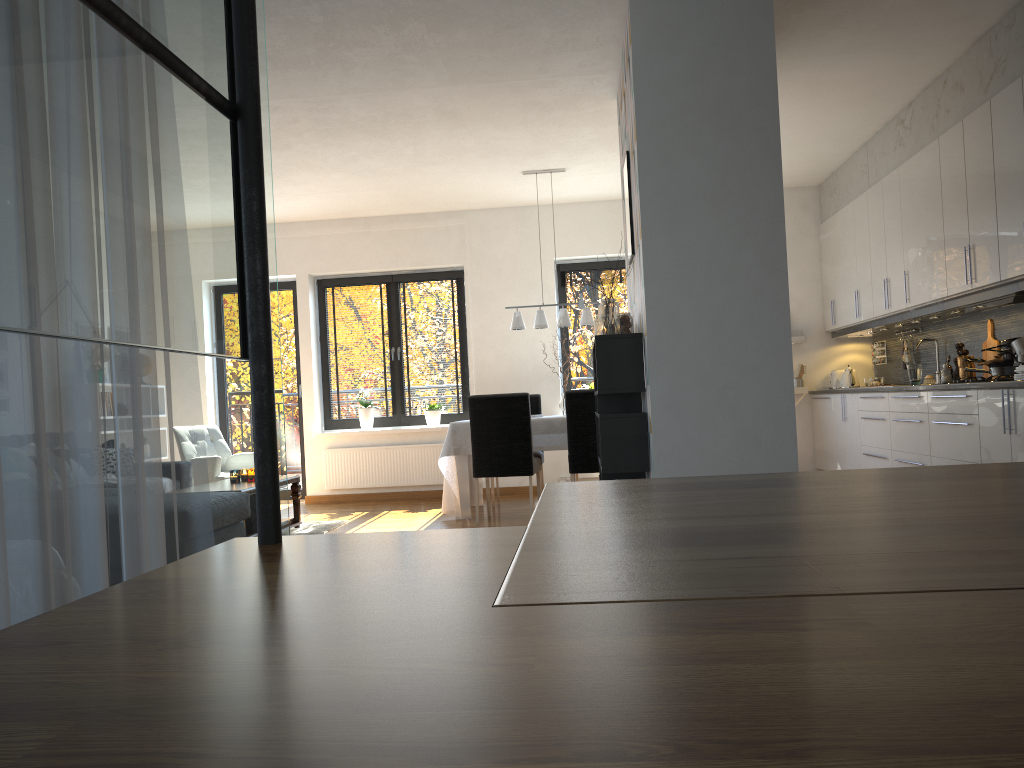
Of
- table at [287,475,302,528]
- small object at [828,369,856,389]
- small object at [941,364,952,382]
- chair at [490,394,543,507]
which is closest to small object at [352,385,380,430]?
chair at [490,394,543,507]

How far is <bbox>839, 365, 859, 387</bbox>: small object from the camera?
7.9m

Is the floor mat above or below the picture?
below

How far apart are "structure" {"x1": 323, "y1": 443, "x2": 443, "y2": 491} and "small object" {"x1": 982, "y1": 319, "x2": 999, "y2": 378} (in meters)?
4.76

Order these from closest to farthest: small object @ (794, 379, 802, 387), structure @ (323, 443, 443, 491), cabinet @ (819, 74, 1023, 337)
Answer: cabinet @ (819, 74, 1023, 337), small object @ (794, 379, 802, 387), structure @ (323, 443, 443, 491)

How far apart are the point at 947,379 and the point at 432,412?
4.6m

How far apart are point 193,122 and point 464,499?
6.2m

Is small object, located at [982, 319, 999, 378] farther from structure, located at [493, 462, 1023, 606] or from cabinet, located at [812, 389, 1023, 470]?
structure, located at [493, 462, 1023, 606]

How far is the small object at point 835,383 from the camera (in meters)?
8.15

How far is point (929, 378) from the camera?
6.81m
